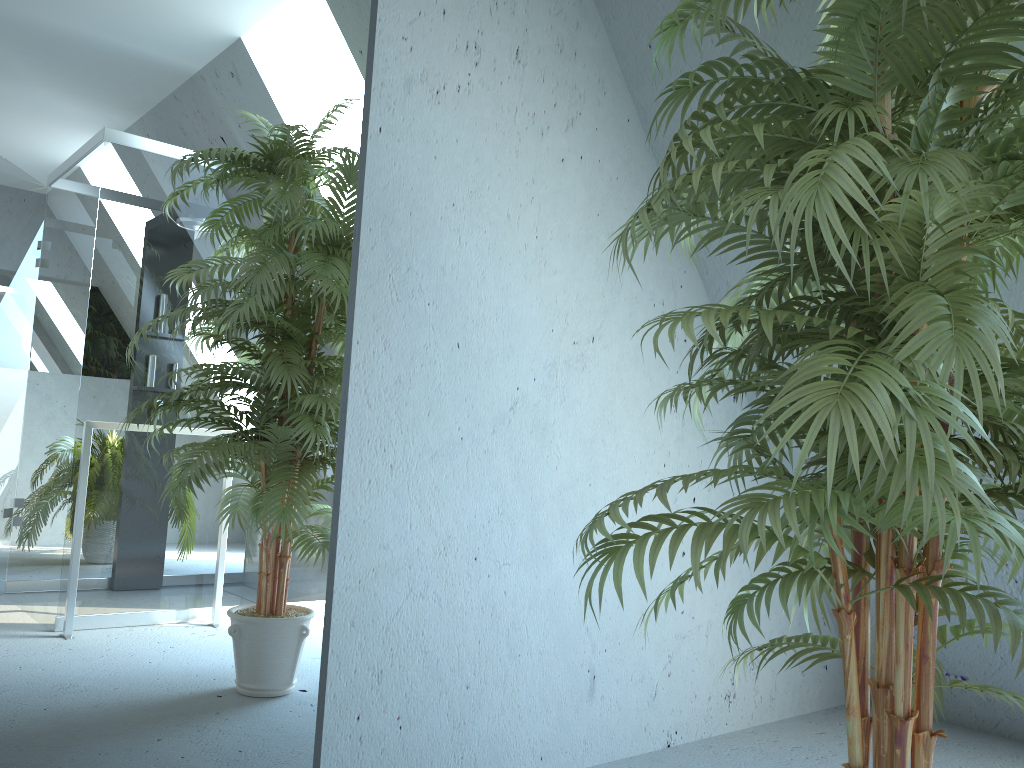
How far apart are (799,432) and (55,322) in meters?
1.3

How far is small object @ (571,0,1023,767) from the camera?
1.0 meters

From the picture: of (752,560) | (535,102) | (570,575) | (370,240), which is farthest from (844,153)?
(752,560)

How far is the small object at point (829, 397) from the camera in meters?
1.0 m
